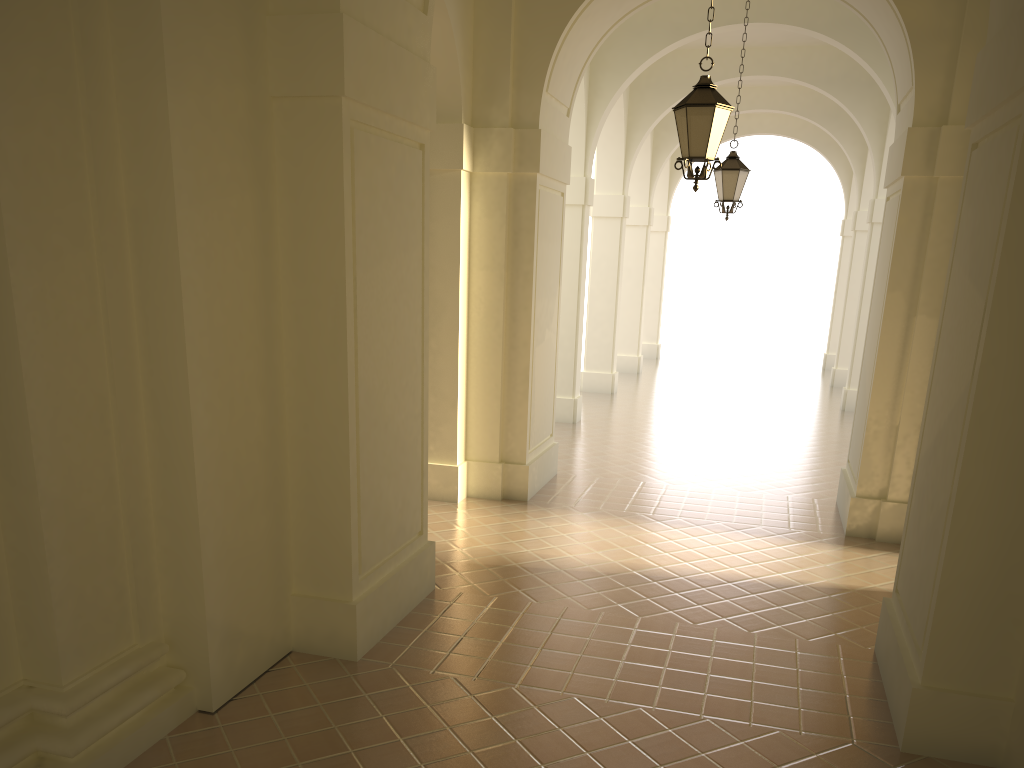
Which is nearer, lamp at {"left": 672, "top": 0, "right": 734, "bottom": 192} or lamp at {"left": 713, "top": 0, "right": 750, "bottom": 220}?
lamp at {"left": 672, "top": 0, "right": 734, "bottom": 192}

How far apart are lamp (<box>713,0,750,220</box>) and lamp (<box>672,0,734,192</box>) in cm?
484

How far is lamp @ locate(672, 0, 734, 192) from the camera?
7.4m

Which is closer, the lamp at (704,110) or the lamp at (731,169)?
the lamp at (704,110)

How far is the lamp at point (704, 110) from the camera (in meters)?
7.43

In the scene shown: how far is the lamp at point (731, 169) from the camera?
12.2 meters

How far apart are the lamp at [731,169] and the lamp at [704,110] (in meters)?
4.84

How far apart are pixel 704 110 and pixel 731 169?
5.1m
